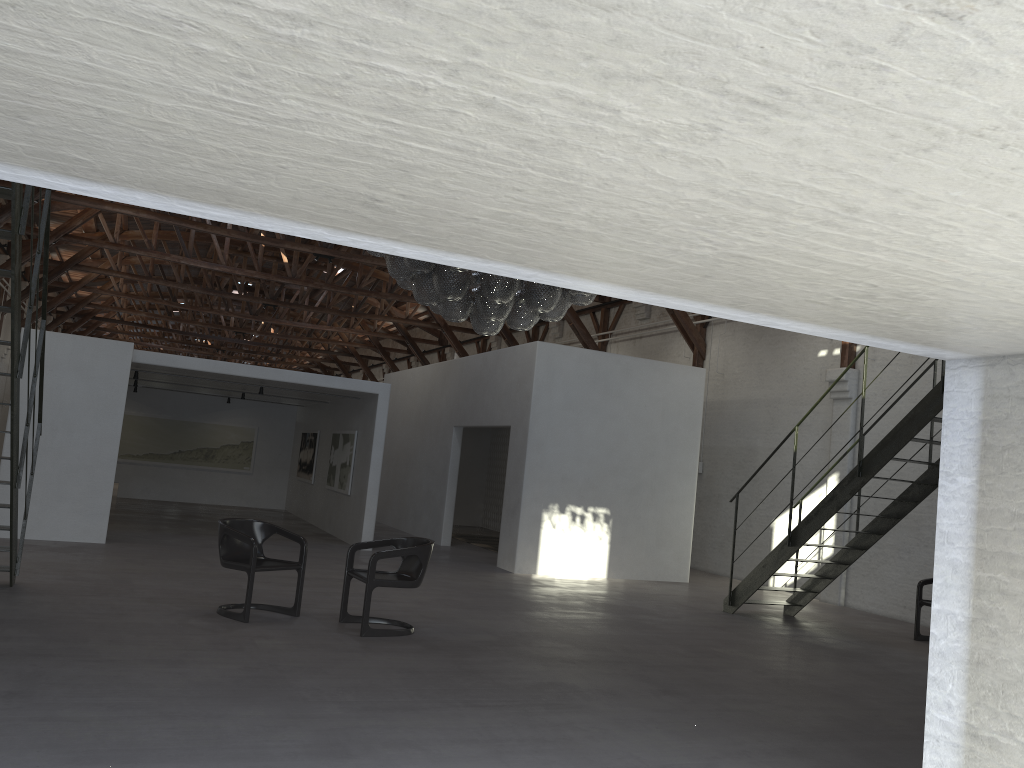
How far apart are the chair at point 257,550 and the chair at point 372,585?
0.4m

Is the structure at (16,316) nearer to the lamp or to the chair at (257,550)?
the chair at (257,550)

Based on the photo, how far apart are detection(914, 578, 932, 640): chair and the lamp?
5.0m

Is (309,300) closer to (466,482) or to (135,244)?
(135,244)

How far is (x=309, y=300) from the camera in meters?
31.8

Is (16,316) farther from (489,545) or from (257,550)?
(489,545)

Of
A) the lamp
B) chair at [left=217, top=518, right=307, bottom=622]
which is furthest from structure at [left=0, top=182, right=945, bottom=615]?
the lamp

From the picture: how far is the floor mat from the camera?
15.92m

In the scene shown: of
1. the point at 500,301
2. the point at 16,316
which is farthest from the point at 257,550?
the point at 500,301

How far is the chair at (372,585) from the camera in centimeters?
698cm
